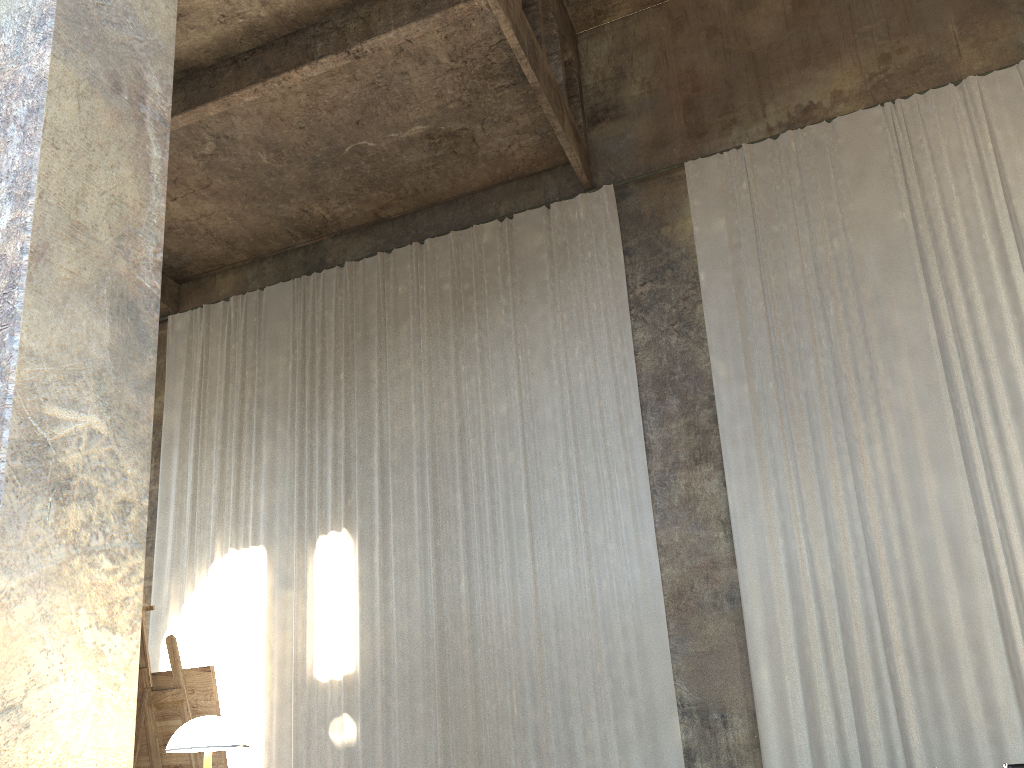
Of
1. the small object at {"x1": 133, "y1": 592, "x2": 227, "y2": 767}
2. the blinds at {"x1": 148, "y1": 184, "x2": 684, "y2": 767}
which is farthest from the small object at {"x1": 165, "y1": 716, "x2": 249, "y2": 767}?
the blinds at {"x1": 148, "y1": 184, "x2": 684, "y2": 767}

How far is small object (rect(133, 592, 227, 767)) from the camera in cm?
338

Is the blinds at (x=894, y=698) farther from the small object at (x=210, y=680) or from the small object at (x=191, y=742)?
the small object at (x=191, y=742)

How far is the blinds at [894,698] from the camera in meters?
9.0 m

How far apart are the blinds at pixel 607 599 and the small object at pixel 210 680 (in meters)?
7.24

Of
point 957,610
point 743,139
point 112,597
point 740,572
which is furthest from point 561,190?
point 112,597

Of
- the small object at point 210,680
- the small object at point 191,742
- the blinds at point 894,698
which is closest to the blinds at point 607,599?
the blinds at point 894,698

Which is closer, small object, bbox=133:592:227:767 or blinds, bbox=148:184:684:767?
small object, bbox=133:592:227:767

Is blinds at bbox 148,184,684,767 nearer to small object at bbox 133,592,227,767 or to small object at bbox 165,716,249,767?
small object at bbox 133,592,227,767

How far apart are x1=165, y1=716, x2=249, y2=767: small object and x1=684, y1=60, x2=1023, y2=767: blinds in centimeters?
782cm
